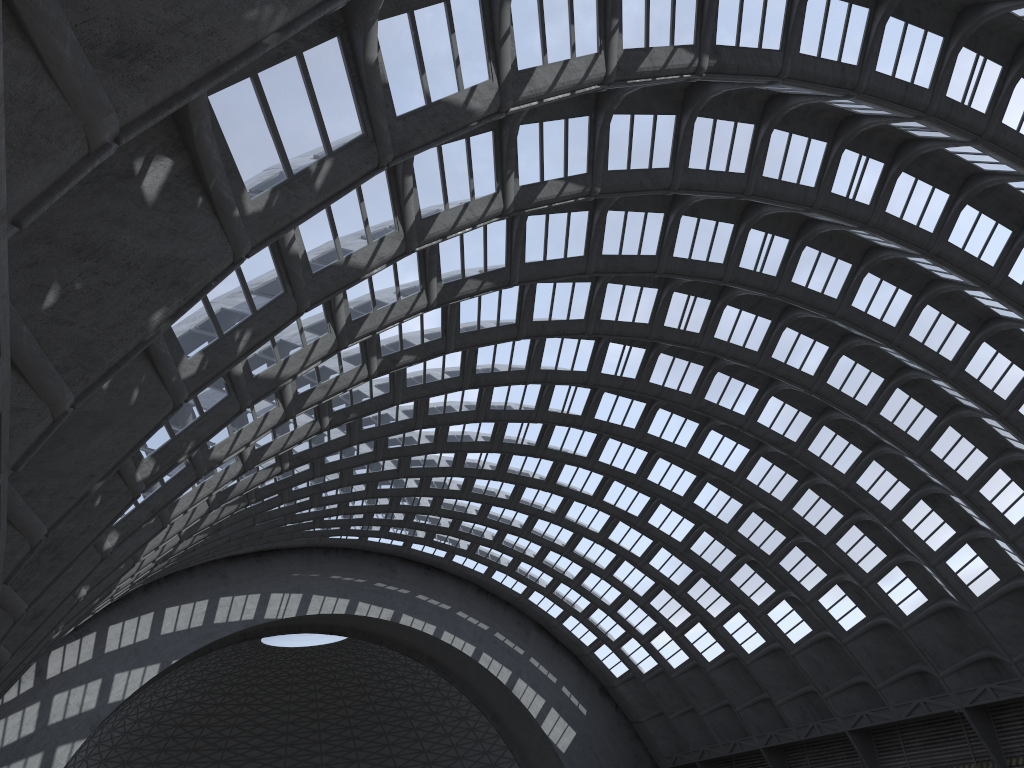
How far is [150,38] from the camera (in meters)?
6.03
